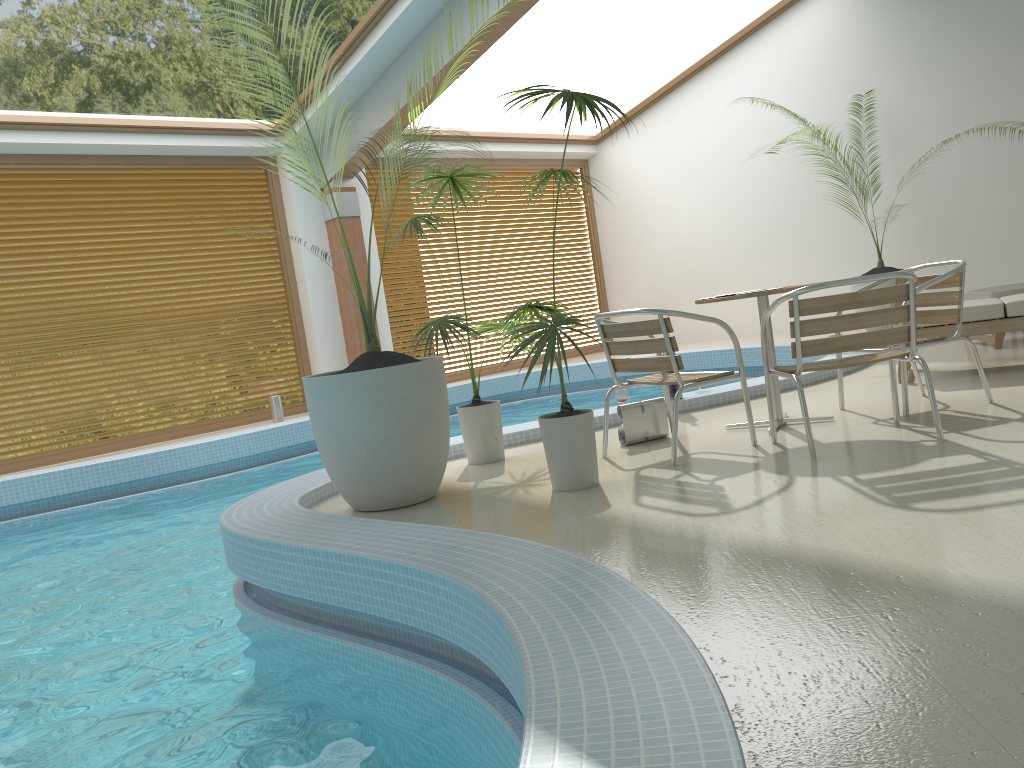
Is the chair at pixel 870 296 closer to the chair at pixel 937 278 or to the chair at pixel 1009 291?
the chair at pixel 937 278

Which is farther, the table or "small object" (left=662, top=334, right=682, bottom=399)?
"small object" (left=662, top=334, right=682, bottom=399)

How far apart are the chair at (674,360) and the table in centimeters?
31cm

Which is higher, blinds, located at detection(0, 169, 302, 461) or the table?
blinds, located at detection(0, 169, 302, 461)

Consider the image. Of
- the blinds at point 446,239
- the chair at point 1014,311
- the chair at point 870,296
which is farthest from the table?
the blinds at point 446,239

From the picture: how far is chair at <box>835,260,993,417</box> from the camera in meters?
4.3

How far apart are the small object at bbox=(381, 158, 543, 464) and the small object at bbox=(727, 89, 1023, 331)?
6.0 meters

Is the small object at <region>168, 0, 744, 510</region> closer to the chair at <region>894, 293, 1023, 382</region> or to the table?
the table

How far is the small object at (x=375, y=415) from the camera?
3.84m

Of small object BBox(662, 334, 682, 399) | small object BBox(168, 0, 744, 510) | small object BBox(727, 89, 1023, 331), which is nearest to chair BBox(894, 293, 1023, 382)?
small object BBox(662, 334, 682, 399)
